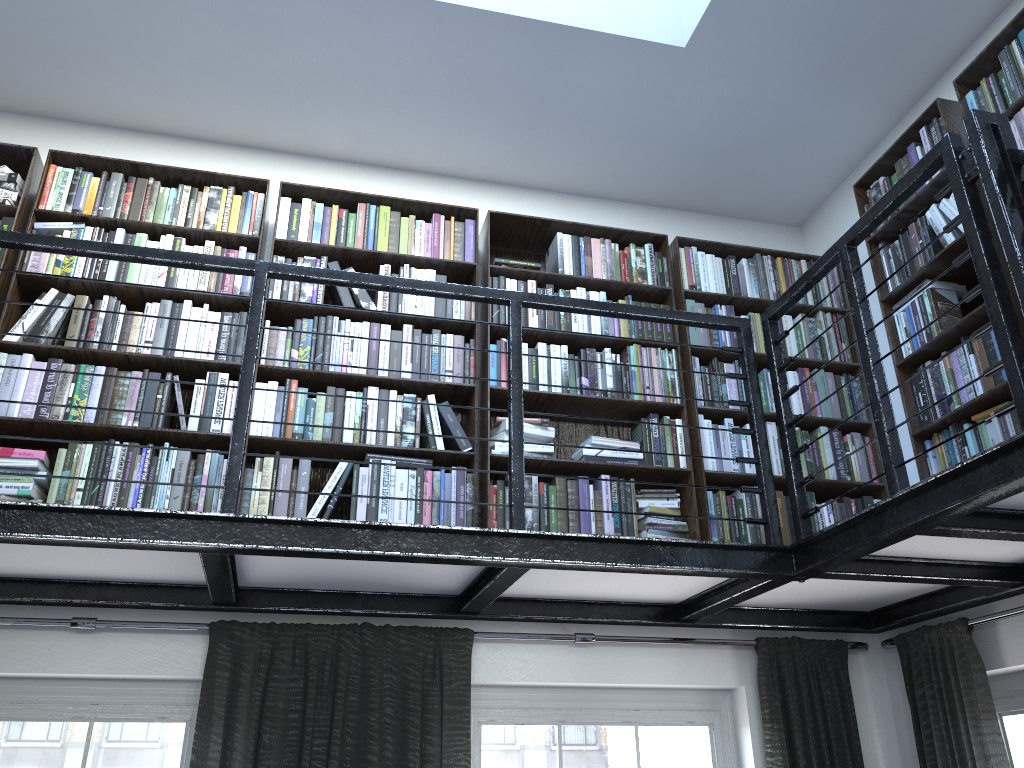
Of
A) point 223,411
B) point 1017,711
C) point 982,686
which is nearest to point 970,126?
point 982,686

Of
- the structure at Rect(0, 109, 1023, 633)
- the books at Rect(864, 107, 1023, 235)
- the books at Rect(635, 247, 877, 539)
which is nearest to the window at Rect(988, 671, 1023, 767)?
the structure at Rect(0, 109, 1023, 633)

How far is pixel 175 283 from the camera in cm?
343

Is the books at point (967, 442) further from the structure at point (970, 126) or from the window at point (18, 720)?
the window at point (18, 720)

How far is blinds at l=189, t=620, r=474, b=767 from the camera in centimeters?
301cm

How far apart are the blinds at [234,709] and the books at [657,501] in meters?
0.8

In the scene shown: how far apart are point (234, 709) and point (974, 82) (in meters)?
3.43

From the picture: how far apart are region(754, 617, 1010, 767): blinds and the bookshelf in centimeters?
49cm

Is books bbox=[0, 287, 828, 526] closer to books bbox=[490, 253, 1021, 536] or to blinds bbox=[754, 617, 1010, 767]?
books bbox=[490, 253, 1021, 536]

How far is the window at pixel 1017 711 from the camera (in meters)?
3.24
